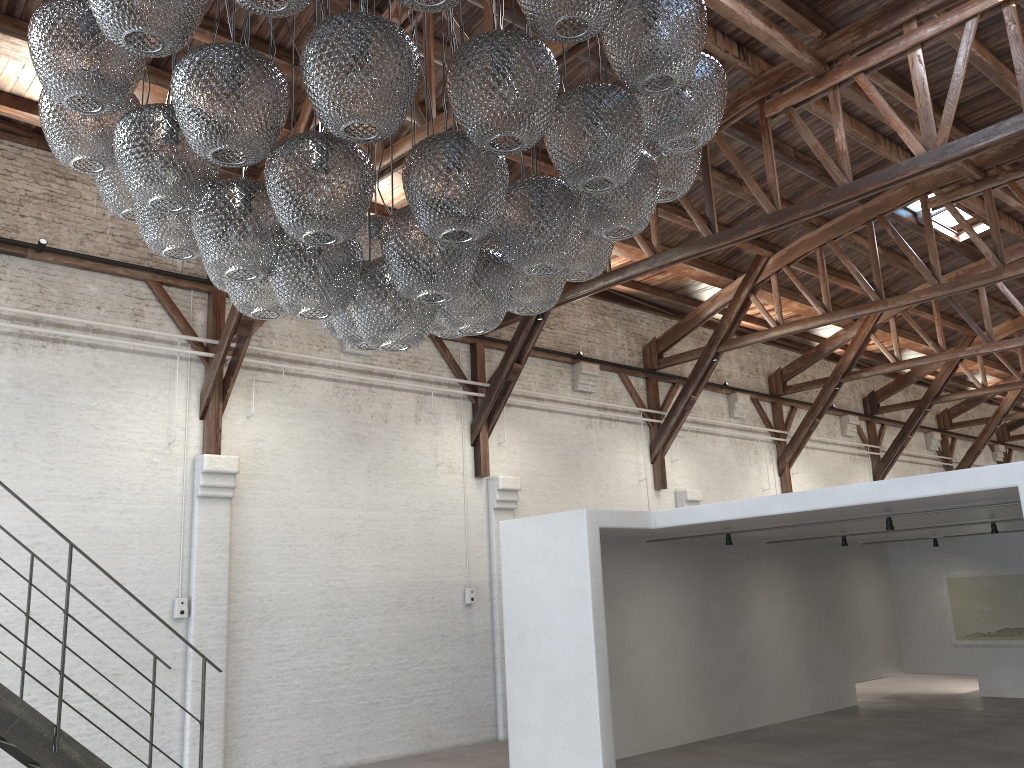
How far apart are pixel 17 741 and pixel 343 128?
4.9m

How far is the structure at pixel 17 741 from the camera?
5.5 meters

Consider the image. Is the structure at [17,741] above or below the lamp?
below

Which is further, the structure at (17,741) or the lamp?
the structure at (17,741)

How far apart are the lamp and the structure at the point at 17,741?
3.00m

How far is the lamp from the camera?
2.6 meters

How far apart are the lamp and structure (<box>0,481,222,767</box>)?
3.0 meters

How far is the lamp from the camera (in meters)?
2.64
